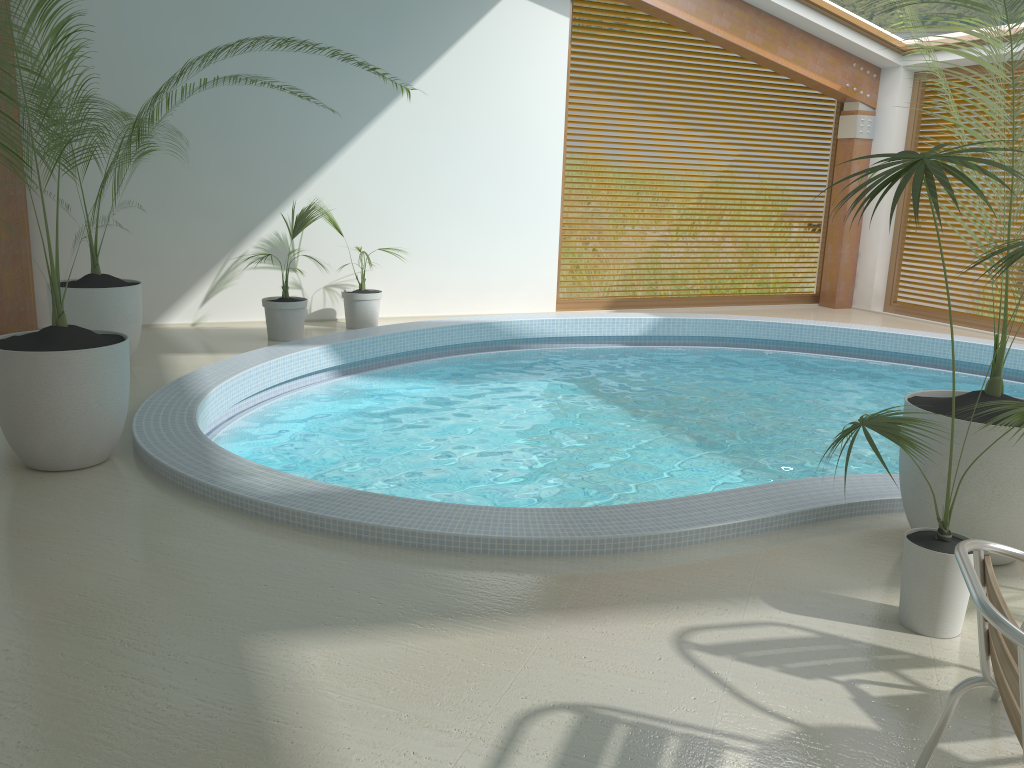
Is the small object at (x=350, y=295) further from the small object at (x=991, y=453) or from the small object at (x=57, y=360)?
the small object at (x=991, y=453)

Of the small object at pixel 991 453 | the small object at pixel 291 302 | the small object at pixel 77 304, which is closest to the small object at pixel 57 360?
the small object at pixel 77 304

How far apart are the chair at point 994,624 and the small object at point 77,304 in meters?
6.0

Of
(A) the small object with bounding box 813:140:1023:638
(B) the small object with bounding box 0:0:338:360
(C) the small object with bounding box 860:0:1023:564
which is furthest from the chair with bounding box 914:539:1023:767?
(B) the small object with bounding box 0:0:338:360

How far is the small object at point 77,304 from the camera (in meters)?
6.43

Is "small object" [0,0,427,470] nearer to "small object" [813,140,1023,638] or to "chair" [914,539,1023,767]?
"small object" [813,140,1023,638]

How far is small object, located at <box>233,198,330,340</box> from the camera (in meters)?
8.04

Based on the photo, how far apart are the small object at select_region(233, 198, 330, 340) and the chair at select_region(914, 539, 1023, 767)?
6.7 meters

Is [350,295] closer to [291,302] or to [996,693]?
[291,302]

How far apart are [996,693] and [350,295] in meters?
7.0
